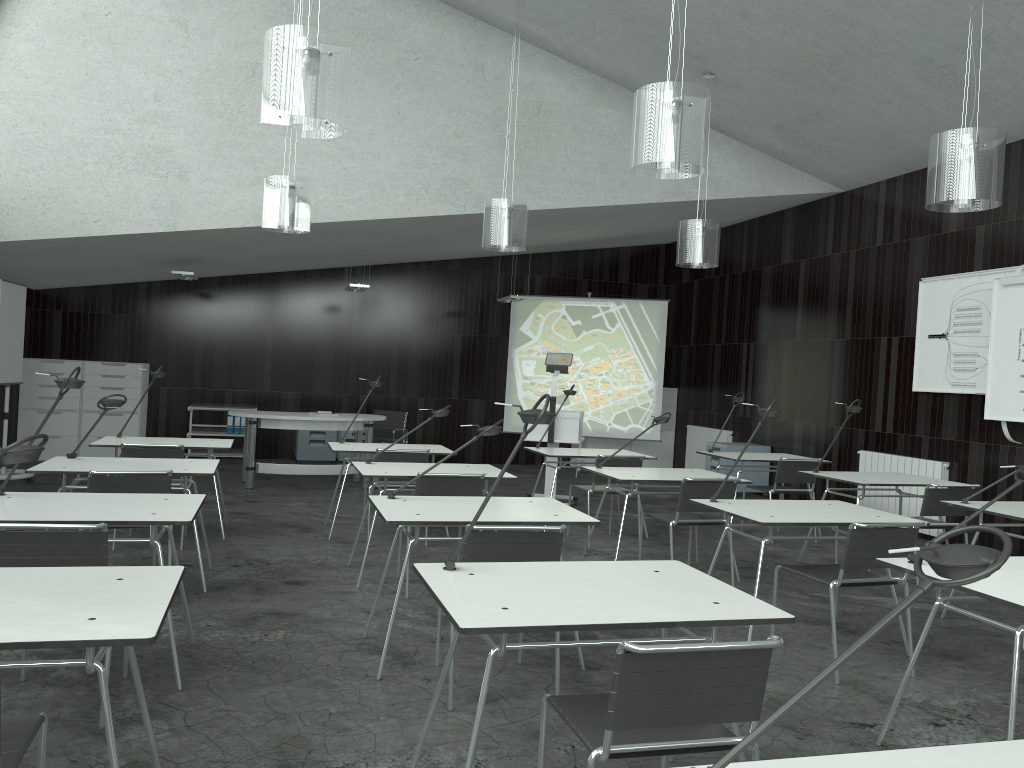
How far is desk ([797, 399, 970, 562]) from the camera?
5.9 meters

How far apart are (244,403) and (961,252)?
8.24m

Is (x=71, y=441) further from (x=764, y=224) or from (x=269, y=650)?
(x=764, y=224)

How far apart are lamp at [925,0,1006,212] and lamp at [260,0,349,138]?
3.03m

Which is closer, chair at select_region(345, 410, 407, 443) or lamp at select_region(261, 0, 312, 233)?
lamp at select_region(261, 0, 312, 233)

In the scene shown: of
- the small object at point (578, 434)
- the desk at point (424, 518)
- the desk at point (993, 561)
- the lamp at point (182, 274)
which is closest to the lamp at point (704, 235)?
the small object at point (578, 434)

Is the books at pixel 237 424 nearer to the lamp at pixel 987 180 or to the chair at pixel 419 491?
the chair at pixel 419 491

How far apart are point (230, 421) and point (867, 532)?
8.7 meters

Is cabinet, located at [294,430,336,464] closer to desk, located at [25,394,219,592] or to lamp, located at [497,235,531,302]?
lamp, located at [497,235,531,302]

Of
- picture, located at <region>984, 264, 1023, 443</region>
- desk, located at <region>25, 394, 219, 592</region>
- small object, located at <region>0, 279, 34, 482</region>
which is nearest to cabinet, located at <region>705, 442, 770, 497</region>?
picture, located at <region>984, 264, 1023, 443</region>
